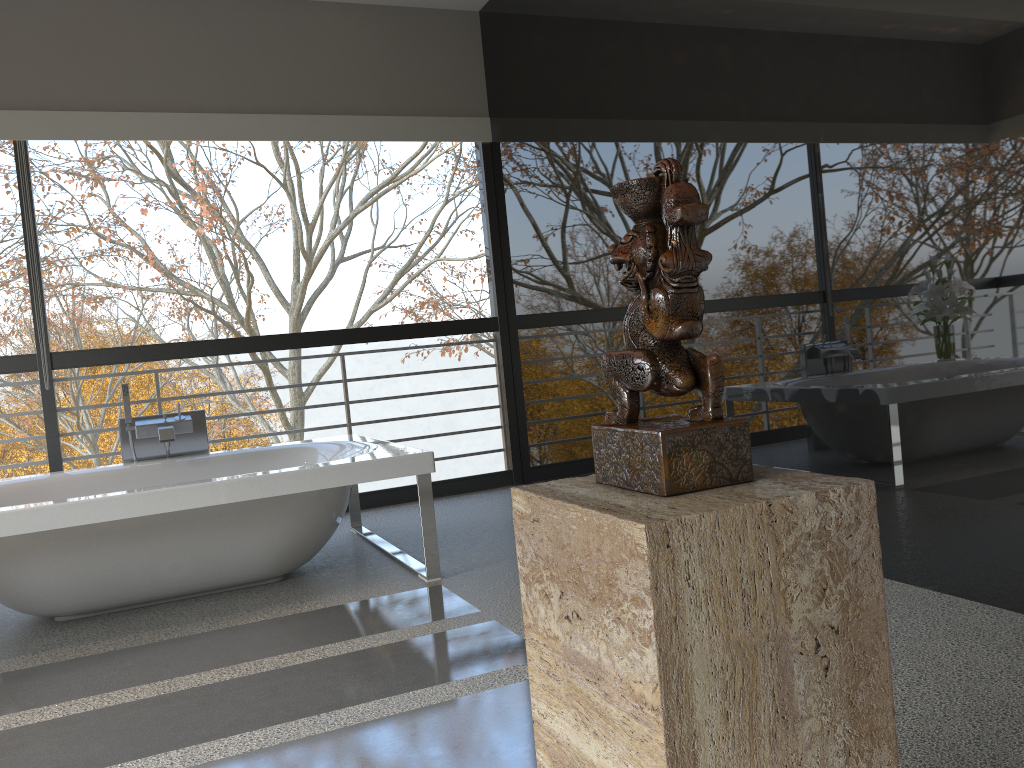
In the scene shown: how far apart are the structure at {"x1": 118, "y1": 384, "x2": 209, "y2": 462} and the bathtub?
0.1 meters

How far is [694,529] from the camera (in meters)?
0.86

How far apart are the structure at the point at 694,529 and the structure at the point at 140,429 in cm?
338

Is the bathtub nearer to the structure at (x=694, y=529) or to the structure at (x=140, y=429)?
the structure at (x=140, y=429)

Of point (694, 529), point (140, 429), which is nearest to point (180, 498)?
point (140, 429)

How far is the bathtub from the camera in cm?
310

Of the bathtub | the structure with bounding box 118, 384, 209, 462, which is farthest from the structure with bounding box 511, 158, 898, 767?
the structure with bounding box 118, 384, 209, 462

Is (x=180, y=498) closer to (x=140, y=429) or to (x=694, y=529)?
(x=140, y=429)

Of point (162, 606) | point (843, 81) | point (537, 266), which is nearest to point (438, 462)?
point (537, 266)

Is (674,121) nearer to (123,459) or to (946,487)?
(946,487)
